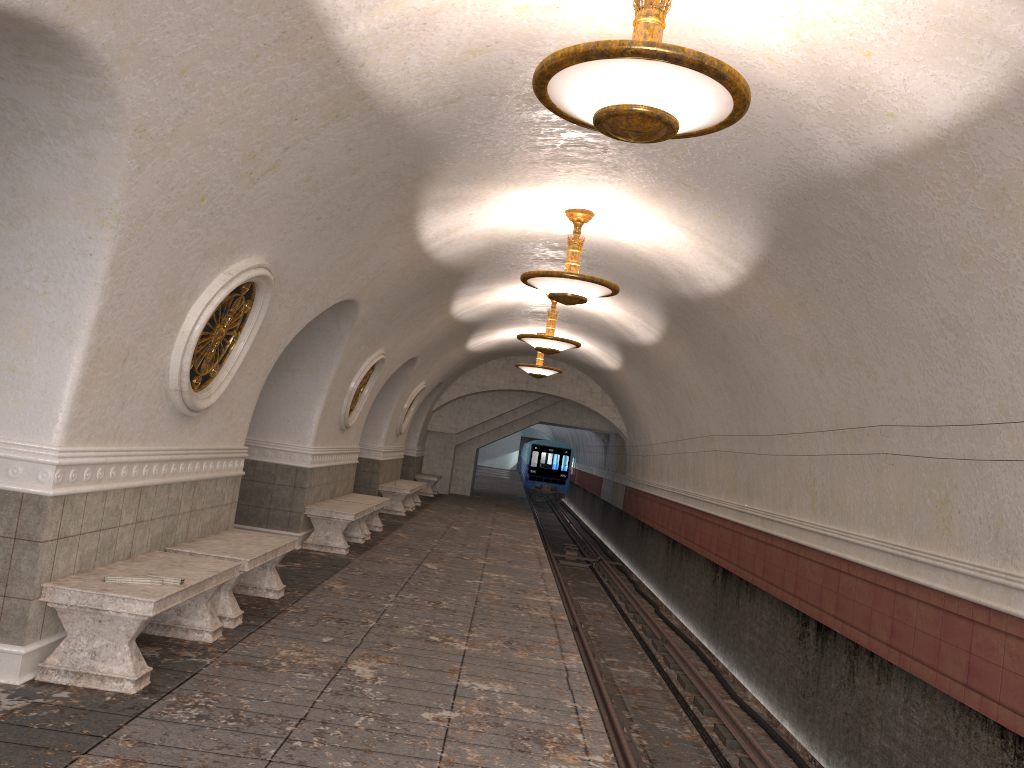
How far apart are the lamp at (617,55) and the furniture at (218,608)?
3.87m

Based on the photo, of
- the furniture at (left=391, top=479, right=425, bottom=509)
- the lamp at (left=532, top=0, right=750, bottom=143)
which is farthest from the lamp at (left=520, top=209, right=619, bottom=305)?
the furniture at (left=391, top=479, right=425, bottom=509)

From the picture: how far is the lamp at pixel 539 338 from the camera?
13.34m

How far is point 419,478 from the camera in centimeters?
2290cm

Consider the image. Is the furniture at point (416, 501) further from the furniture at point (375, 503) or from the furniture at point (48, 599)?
the furniture at point (48, 599)

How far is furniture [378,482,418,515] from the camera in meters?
16.6 m

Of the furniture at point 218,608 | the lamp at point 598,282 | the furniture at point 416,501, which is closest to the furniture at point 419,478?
the furniture at point 416,501

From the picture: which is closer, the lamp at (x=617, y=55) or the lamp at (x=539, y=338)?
the lamp at (x=617, y=55)

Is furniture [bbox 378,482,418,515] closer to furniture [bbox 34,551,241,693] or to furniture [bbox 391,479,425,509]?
furniture [bbox 391,479,425,509]

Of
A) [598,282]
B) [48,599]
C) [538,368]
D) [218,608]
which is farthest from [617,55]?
[538,368]
